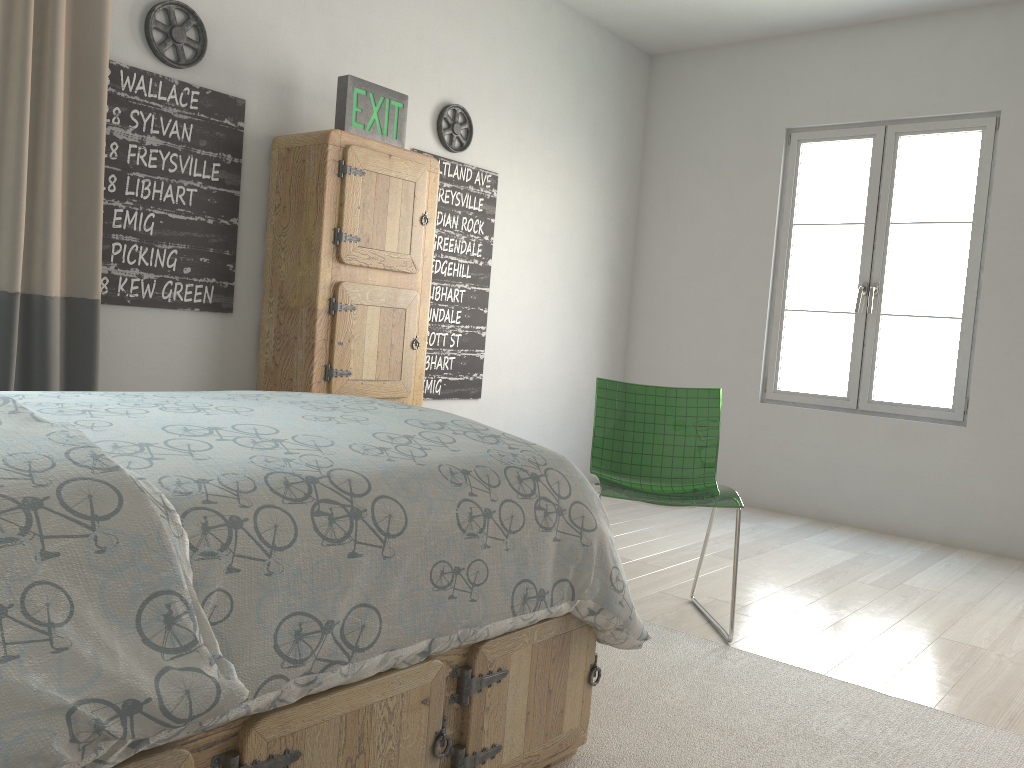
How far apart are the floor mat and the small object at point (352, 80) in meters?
2.1 m

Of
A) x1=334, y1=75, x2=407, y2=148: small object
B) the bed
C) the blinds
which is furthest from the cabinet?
the bed

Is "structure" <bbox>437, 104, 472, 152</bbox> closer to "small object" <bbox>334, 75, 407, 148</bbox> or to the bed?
"small object" <bbox>334, 75, 407, 148</bbox>

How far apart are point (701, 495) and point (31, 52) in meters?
2.4 m

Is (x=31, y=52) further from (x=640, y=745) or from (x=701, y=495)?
(x=640, y=745)

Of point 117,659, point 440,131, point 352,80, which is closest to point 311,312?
point 352,80

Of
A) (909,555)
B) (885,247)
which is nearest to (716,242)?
(885,247)

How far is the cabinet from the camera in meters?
3.3 m

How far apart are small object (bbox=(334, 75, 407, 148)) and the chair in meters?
1.3

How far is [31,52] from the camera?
2.59m
